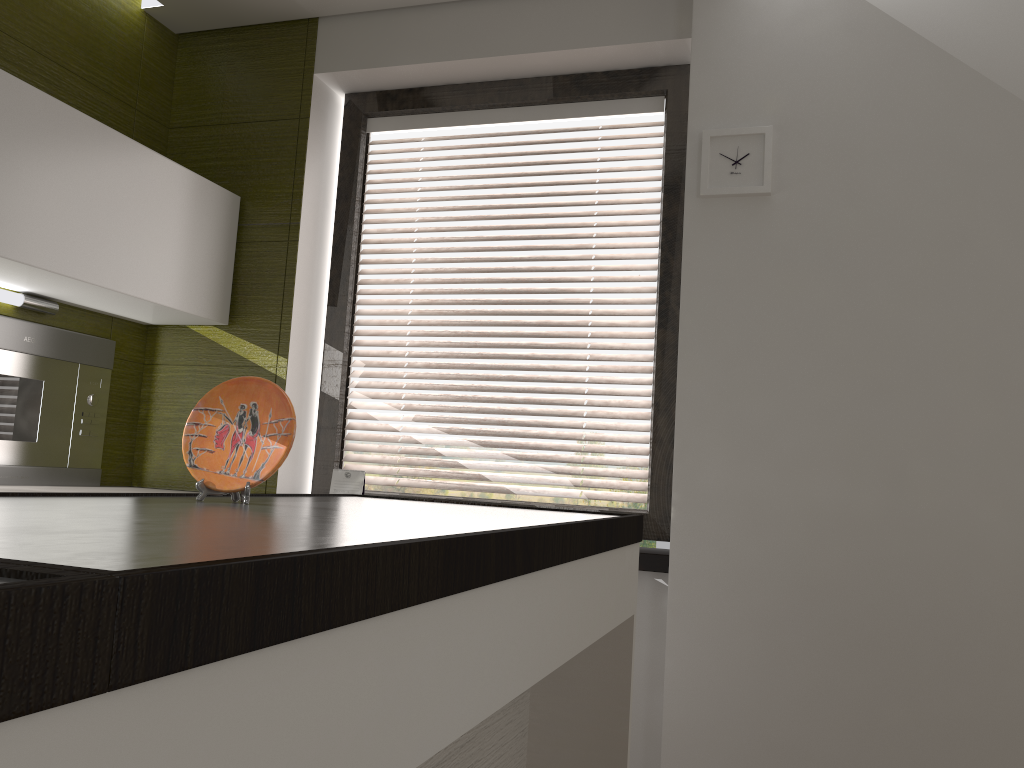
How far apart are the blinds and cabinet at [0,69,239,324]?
0.4m

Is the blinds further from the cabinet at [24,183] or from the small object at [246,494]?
the small object at [246,494]

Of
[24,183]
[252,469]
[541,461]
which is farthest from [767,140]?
[24,183]

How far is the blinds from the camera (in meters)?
2.72

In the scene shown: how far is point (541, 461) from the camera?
2.7 meters

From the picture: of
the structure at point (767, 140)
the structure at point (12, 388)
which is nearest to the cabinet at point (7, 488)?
the structure at point (12, 388)

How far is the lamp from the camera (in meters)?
2.45

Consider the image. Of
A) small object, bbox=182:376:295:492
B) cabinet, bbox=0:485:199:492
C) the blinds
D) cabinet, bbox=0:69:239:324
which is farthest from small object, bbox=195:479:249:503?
the blinds

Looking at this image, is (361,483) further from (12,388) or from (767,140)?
(767,140)

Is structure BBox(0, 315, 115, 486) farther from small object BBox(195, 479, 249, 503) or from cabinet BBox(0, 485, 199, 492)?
small object BBox(195, 479, 249, 503)
